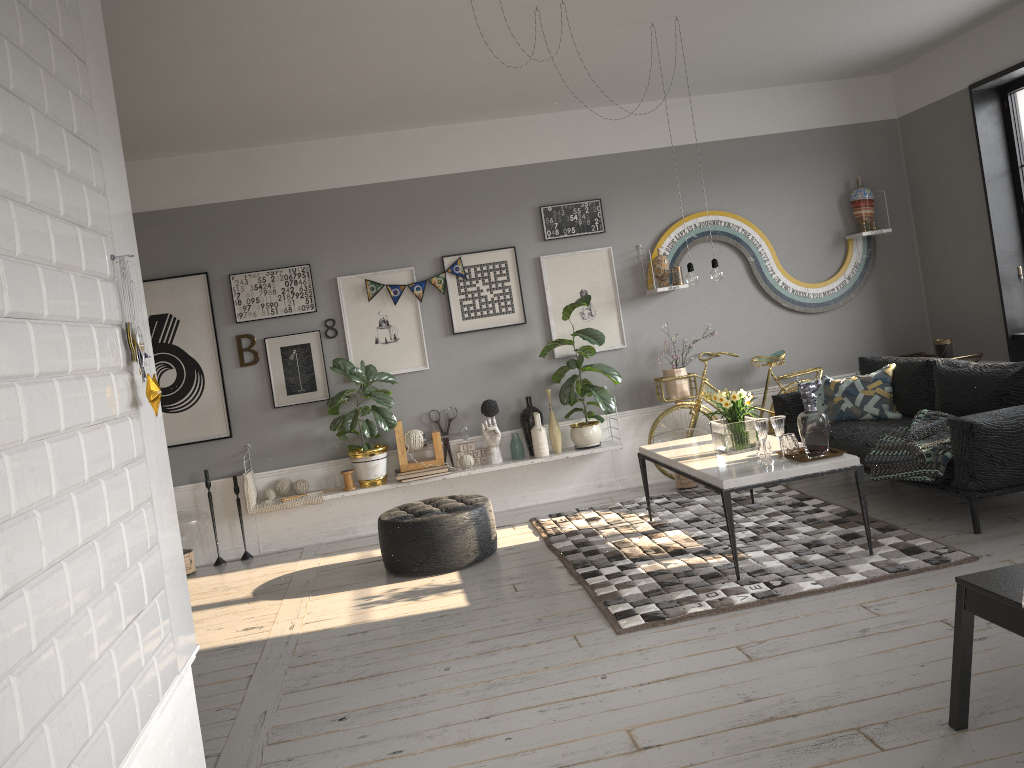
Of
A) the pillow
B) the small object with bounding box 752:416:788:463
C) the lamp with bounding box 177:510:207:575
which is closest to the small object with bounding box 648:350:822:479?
the pillow

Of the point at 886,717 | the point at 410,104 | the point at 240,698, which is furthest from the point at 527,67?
the point at 886,717

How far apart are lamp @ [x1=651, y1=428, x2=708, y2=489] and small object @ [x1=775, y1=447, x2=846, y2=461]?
1.84m

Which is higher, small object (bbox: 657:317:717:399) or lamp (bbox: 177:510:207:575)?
small object (bbox: 657:317:717:399)

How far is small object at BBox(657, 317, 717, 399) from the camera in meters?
6.8 m

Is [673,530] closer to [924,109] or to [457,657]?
[457,657]

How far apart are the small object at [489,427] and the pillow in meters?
2.3

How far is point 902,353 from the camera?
7.3m

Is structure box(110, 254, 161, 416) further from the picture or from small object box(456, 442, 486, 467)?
small object box(456, 442, 486, 467)

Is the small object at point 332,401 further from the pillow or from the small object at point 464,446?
the pillow
